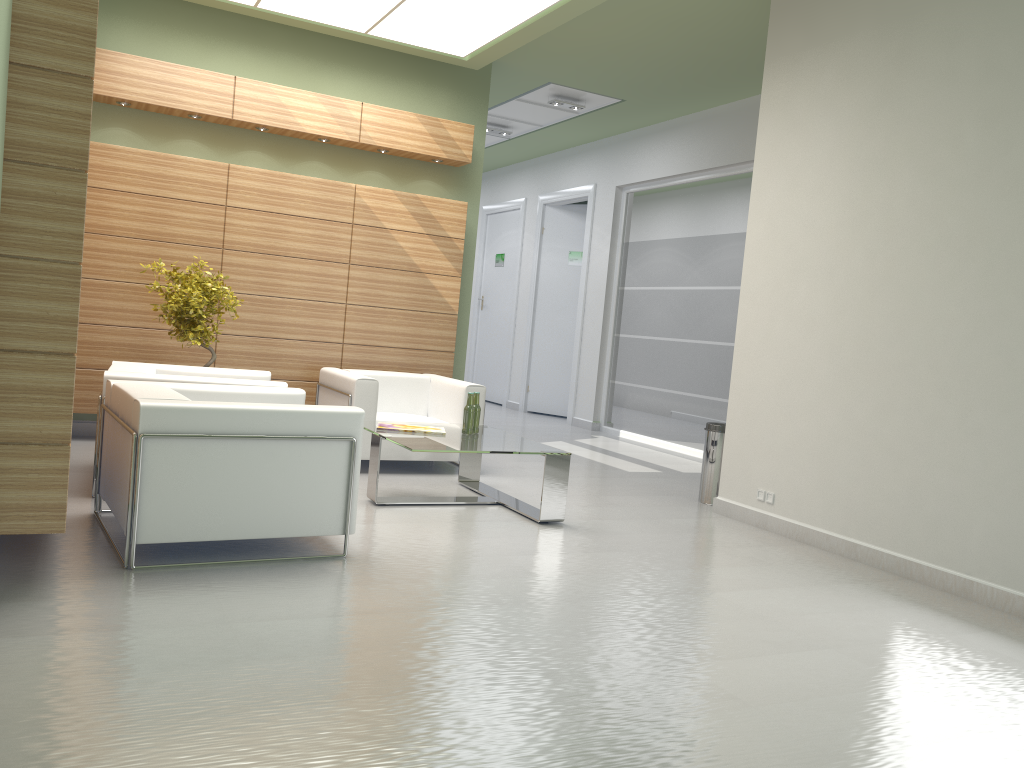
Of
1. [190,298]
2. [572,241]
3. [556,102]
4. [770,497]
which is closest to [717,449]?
[770,497]

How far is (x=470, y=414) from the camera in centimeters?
1001cm

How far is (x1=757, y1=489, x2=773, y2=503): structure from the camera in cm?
1003

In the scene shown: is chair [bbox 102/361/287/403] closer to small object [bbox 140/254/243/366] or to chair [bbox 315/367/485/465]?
small object [bbox 140/254/243/366]

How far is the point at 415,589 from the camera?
6.6m

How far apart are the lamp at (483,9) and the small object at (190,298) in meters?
3.7

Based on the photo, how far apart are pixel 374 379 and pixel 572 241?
11.1 meters

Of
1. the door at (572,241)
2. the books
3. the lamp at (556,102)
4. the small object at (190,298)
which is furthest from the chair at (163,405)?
the door at (572,241)

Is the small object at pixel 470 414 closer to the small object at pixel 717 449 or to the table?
the table

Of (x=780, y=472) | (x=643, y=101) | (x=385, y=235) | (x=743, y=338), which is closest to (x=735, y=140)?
(x=643, y=101)
